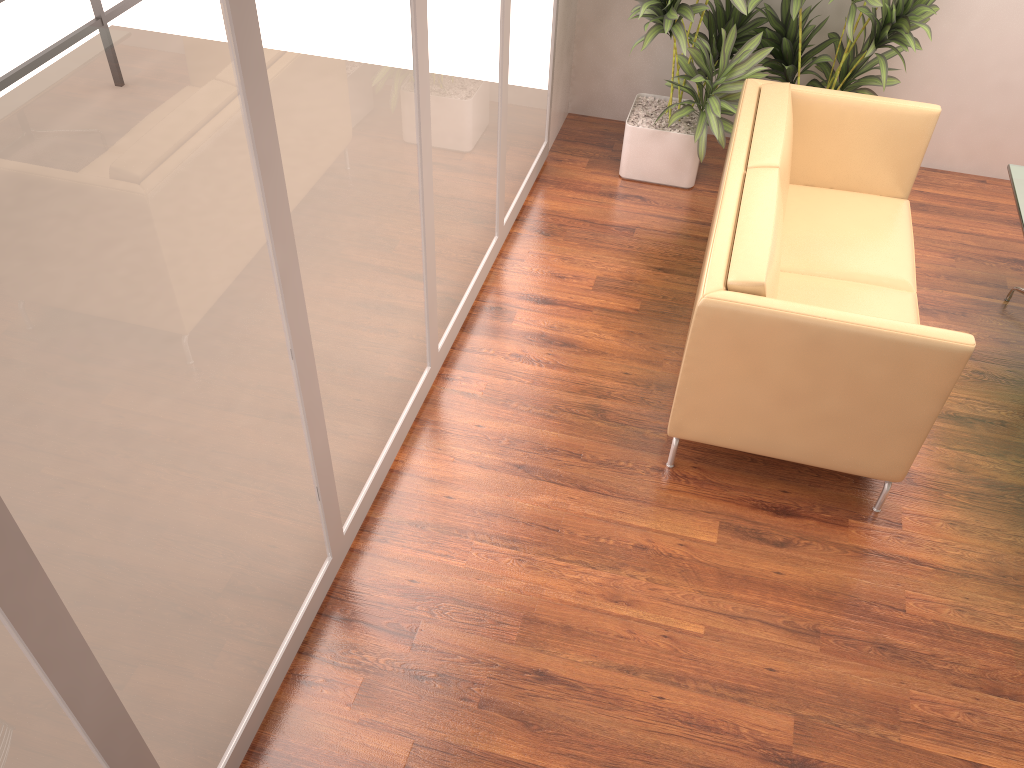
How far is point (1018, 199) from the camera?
3.9 meters

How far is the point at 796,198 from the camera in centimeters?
417cm

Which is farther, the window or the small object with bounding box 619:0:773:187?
the small object with bounding box 619:0:773:187

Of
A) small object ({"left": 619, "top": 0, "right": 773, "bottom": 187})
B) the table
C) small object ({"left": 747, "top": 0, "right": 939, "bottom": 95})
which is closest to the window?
small object ({"left": 619, "top": 0, "right": 773, "bottom": 187})

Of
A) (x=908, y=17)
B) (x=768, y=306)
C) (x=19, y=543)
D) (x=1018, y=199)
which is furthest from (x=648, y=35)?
(x=19, y=543)

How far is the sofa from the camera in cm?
288

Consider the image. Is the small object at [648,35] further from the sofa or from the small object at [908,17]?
the sofa

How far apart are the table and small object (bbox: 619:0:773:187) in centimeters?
127cm

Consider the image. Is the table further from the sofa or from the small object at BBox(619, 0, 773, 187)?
the small object at BBox(619, 0, 773, 187)

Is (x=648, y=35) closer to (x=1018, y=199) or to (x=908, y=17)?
(x=908, y=17)
